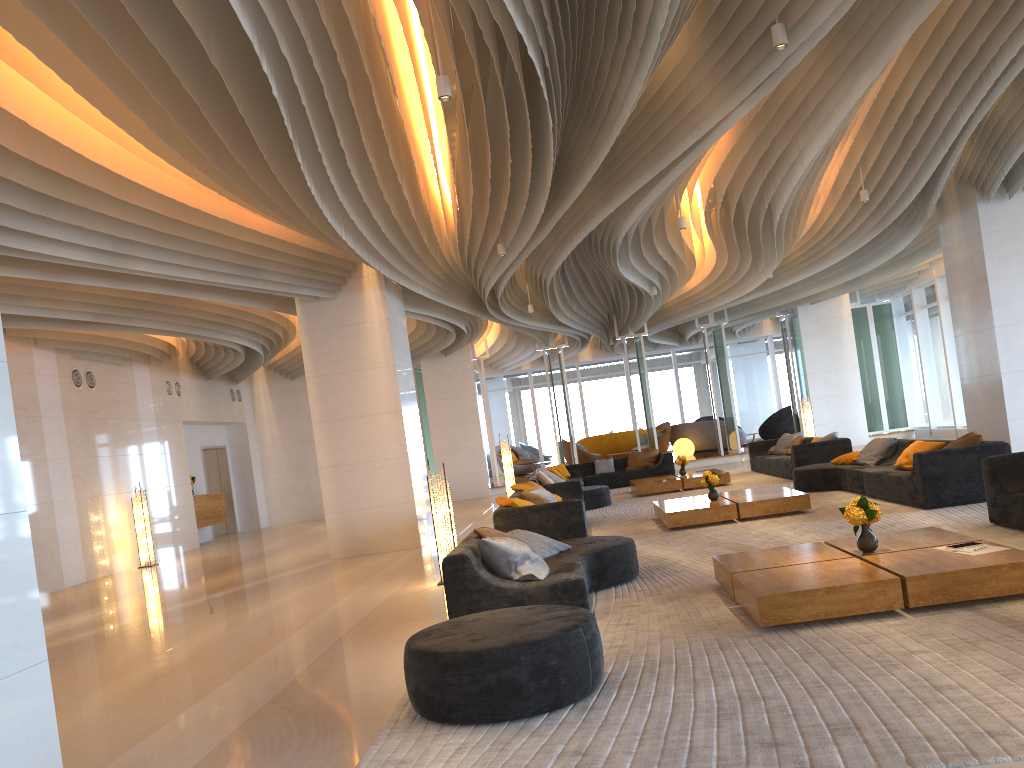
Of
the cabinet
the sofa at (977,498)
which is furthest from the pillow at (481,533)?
the cabinet

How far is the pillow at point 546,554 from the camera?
6.9 meters

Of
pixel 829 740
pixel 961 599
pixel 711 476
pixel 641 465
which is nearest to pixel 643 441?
pixel 641 465

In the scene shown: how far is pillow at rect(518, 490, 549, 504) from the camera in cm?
980

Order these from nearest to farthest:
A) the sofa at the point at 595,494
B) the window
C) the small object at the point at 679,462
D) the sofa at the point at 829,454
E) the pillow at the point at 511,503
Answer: the pillow at the point at 511,503, the sofa at the point at 829,454, the sofa at the point at 595,494, the small object at the point at 679,462, the window

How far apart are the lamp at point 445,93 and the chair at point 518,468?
20.6m

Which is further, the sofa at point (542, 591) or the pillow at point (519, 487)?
the pillow at point (519, 487)

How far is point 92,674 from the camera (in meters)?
6.44

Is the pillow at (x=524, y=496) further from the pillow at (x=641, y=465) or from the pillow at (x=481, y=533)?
the pillow at (x=641, y=465)

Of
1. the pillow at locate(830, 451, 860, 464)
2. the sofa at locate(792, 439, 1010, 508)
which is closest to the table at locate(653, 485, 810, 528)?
the sofa at locate(792, 439, 1010, 508)
